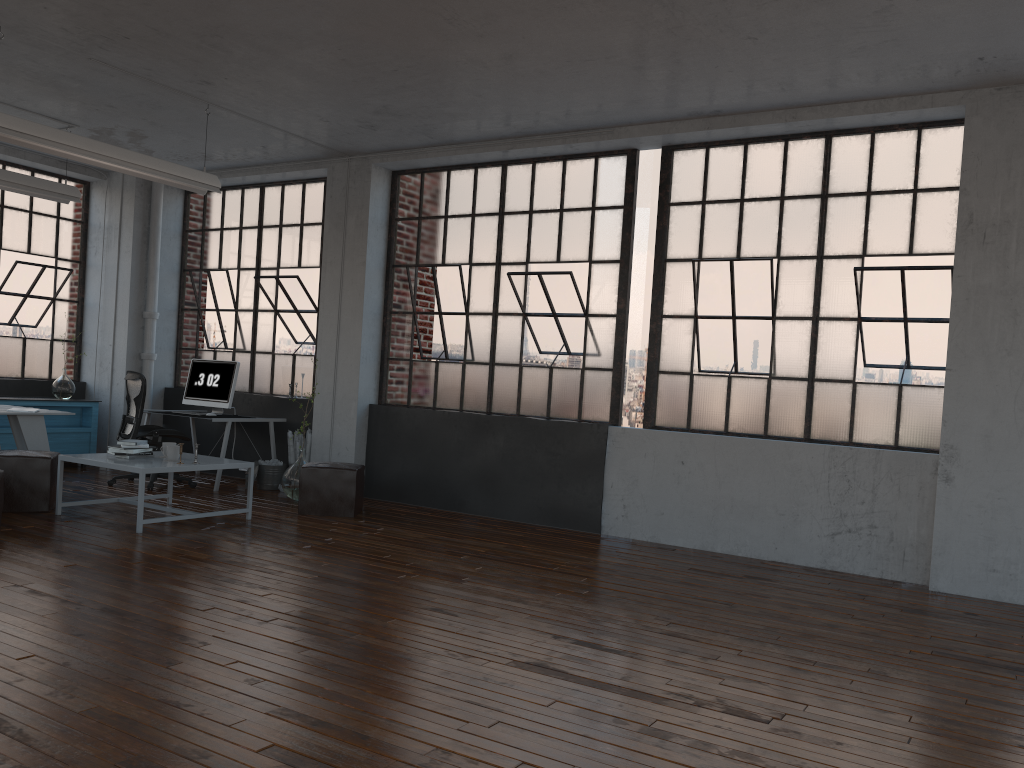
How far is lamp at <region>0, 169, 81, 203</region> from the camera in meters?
7.5 m

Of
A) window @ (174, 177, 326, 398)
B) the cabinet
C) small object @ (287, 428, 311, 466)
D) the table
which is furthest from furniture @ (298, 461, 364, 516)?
the cabinet

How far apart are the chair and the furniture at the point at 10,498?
1.4 meters

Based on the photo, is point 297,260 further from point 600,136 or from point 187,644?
point 187,644

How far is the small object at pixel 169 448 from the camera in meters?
6.5

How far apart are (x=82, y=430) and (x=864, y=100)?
8.11m

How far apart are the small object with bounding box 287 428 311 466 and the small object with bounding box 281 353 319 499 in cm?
69

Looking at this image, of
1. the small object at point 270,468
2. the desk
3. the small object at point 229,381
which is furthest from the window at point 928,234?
the desk

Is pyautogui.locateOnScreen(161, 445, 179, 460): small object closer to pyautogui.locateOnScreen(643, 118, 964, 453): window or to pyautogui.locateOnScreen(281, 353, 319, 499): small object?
pyautogui.locateOnScreen(281, 353, 319, 499): small object

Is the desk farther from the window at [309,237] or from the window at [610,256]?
the window at [610,256]
